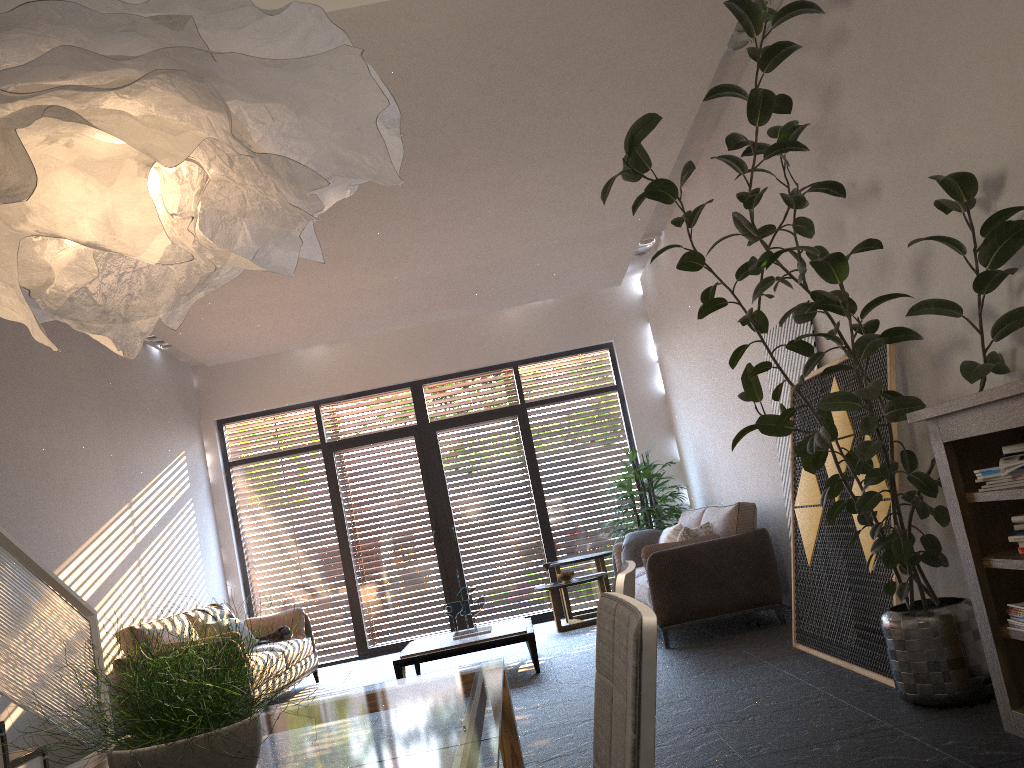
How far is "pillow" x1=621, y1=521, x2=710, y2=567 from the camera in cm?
662

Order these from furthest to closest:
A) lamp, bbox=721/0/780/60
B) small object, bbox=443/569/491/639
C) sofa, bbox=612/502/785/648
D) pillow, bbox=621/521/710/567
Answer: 1. small object, bbox=443/569/491/639
2. pillow, bbox=621/521/710/567
3. sofa, bbox=612/502/785/648
4. lamp, bbox=721/0/780/60

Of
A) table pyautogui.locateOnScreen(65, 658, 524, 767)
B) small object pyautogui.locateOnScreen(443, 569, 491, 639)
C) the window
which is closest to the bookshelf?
table pyautogui.locateOnScreen(65, 658, 524, 767)

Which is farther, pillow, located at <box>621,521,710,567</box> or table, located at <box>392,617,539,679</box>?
pillow, located at <box>621,521,710,567</box>

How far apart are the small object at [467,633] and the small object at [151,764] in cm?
523

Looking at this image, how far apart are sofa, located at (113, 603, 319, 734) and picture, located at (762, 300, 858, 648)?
4.2 meters

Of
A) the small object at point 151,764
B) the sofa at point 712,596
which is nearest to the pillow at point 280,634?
the sofa at point 712,596

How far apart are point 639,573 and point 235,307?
4.20m

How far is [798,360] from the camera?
5.5m

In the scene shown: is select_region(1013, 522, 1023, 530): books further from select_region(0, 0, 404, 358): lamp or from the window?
the window
